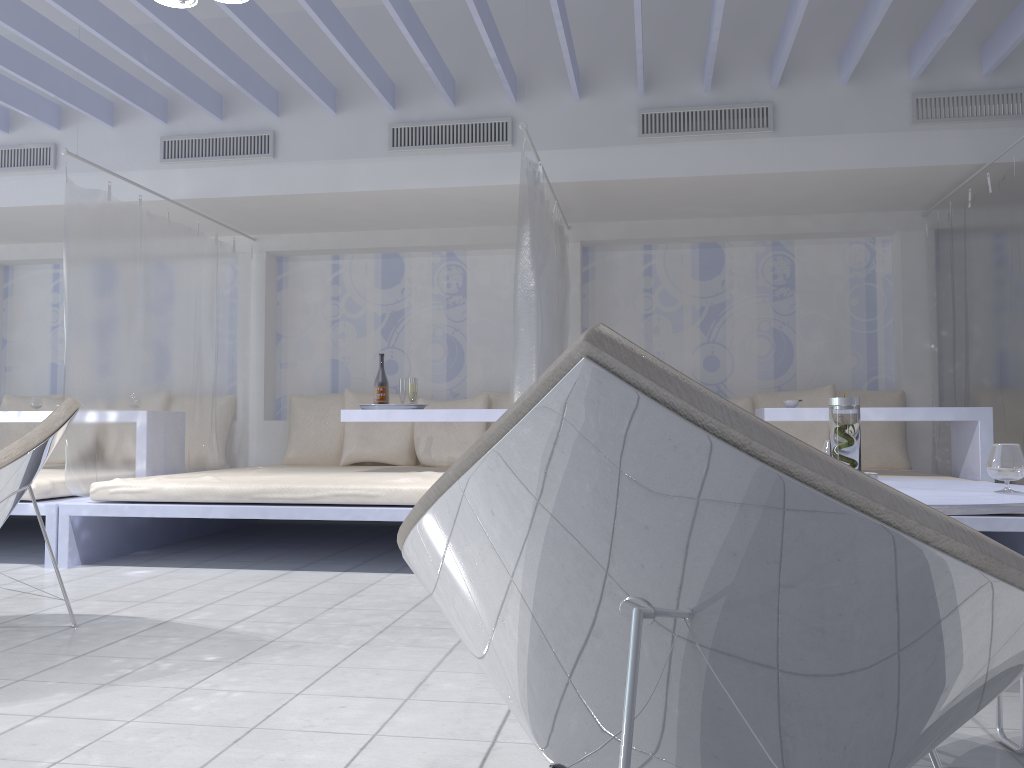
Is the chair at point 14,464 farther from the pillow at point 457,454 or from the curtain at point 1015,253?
the curtain at point 1015,253

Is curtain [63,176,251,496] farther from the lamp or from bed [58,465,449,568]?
the lamp

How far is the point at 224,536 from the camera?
5.3m

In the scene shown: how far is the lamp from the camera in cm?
332

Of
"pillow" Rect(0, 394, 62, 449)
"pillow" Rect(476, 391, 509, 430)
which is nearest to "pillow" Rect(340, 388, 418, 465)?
"pillow" Rect(476, 391, 509, 430)

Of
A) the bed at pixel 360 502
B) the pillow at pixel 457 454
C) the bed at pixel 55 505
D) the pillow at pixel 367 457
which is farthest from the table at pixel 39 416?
the pillow at pixel 457 454

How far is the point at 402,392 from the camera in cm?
497

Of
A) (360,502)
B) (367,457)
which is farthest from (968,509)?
(367,457)

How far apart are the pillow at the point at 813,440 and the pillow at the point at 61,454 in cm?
464

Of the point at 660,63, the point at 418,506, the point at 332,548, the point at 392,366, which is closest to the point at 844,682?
the point at 418,506
